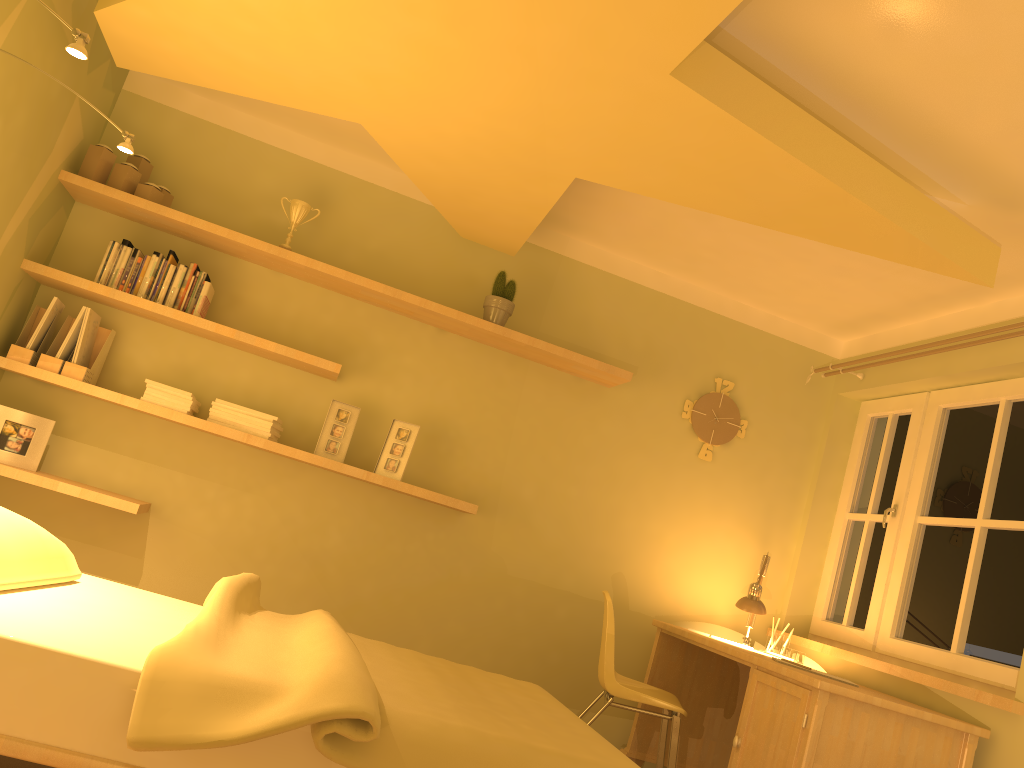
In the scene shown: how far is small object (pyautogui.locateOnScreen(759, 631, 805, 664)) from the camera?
4.0m

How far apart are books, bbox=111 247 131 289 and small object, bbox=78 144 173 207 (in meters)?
0.24

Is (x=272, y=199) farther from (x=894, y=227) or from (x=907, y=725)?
(x=907, y=725)

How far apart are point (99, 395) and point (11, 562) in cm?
154

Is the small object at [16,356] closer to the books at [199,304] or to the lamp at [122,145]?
the books at [199,304]

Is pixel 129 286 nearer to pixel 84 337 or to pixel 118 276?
pixel 118 276

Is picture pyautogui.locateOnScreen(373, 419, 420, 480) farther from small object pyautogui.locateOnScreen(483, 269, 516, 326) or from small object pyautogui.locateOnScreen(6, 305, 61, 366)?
small object pyautogui.locateOnScreen(6, 305, 61, 366)

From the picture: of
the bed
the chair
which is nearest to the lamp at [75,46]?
the bed

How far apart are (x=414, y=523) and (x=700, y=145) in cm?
223

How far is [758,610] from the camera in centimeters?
394cm
